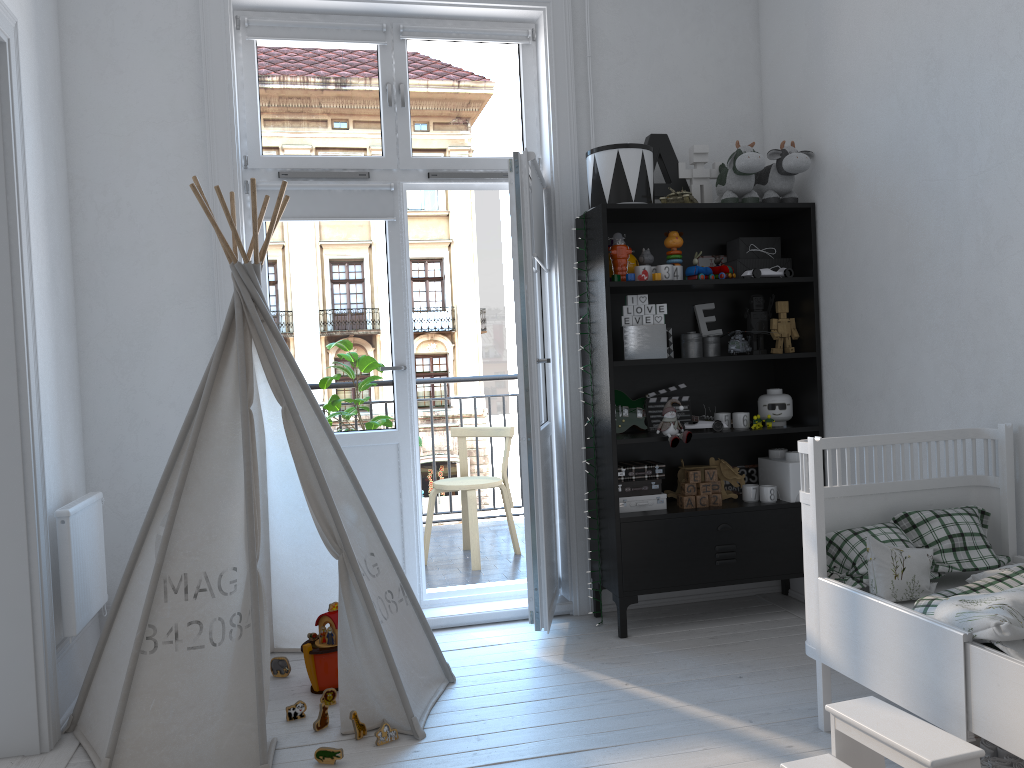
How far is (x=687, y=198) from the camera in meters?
3.5 m

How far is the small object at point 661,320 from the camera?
3.5m

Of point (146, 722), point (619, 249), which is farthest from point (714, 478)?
point (146, 722)

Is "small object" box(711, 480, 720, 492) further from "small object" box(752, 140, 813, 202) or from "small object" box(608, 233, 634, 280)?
"small object" box(752, 140, 813, 202)

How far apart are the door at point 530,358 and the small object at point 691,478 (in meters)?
0.57

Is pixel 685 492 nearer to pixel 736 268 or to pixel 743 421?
pixel 743 421

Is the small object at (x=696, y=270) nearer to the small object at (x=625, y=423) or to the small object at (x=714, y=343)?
the small object at (x=714, y=343)

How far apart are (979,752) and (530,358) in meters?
1.9 m

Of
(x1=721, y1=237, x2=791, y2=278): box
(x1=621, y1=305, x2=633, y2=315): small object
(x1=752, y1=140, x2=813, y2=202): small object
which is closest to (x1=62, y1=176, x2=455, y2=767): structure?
(x1=621, y1=305, x2=633, y2=315): small object

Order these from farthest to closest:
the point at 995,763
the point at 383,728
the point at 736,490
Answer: the point at 736,490, the point at 383,728, the point at 995,763
